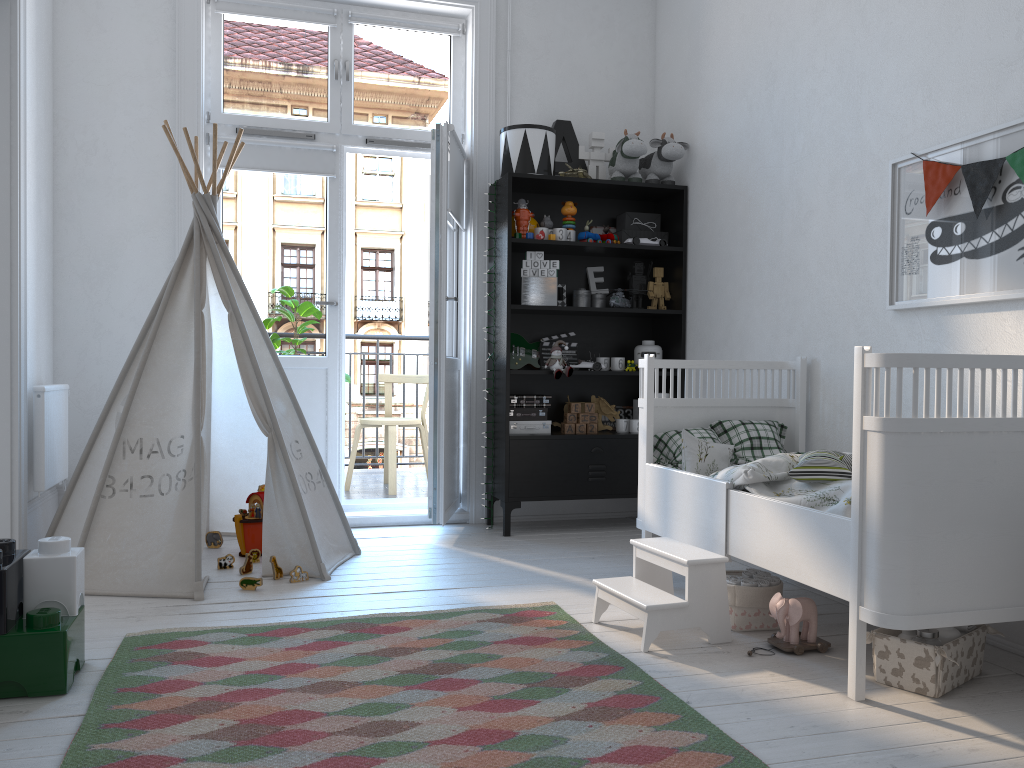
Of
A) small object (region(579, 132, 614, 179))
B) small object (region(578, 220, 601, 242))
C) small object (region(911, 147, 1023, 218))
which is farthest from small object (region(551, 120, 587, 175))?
small object (region(911, 147, 1023, 218))

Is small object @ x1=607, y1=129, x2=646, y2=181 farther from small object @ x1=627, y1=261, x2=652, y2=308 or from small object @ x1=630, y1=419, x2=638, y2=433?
small object @ x1=630, y1=419, x2=638, y2=433

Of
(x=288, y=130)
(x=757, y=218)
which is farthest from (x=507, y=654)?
(x=288, y=130)

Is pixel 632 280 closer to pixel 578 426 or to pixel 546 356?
pixel 546 356

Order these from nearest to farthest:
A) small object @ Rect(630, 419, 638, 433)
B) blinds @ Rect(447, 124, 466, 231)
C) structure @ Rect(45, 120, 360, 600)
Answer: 1. structure @ Rect(45, 120, 360, 600)
2. blinds @ Rect(447, 124, 466, 231)
3. small object @ Rect(630, 419, 638, 433)

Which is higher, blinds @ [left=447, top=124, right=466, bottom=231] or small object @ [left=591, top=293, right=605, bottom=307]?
blinds @ [left=447, top=124, right=466, bottom=231]

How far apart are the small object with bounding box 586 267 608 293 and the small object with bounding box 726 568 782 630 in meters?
2.0

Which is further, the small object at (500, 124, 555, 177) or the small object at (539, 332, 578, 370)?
the small object at (539, 332, 578, 370)

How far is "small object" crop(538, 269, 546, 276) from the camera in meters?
4.2

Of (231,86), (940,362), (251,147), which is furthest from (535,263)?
(940,362)
